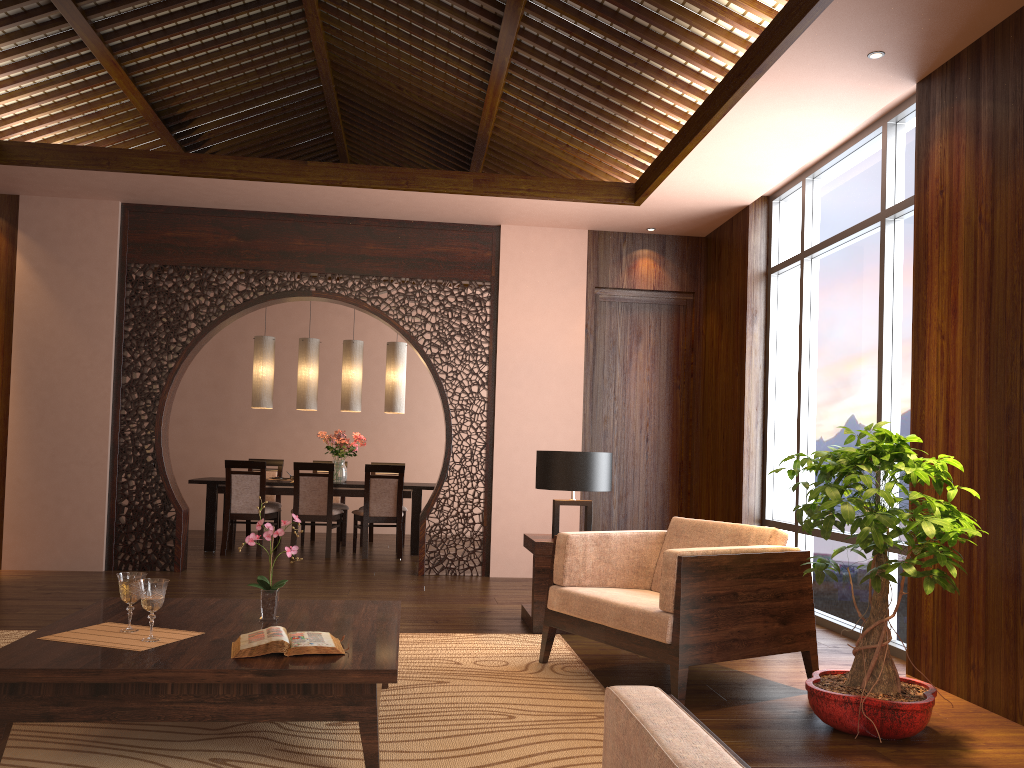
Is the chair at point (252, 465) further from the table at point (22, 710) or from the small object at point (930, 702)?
the small object at point (930, 702)

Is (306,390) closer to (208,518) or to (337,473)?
(337,473)

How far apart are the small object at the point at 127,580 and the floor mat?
0.3m

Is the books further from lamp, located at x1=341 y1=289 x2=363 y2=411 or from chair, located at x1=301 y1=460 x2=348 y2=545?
chair, located at x1=301 y1=460 x2=348 y2=545

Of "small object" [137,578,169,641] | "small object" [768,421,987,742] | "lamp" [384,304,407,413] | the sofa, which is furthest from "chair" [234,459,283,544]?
the sofa

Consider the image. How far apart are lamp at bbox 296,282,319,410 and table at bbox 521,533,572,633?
4.06m

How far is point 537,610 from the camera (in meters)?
4.77

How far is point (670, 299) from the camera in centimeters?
734cm

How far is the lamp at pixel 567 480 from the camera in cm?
489

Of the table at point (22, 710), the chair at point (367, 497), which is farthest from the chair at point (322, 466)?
the table at point (22, 710)
